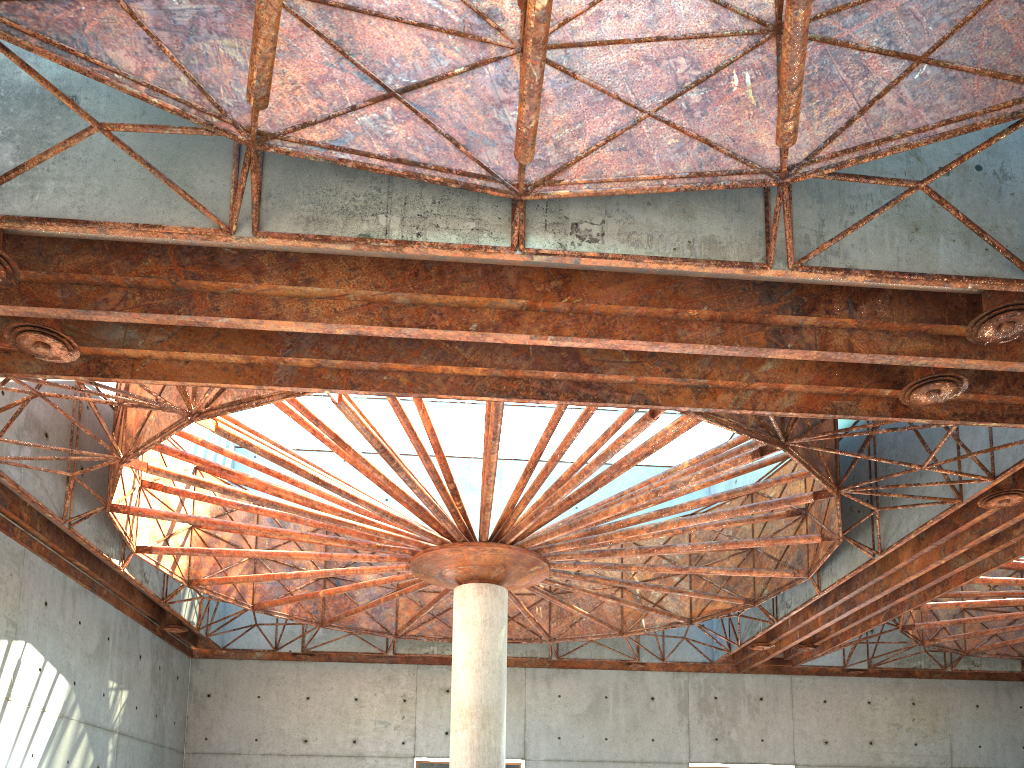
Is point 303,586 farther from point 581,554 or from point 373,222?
point 373,222
